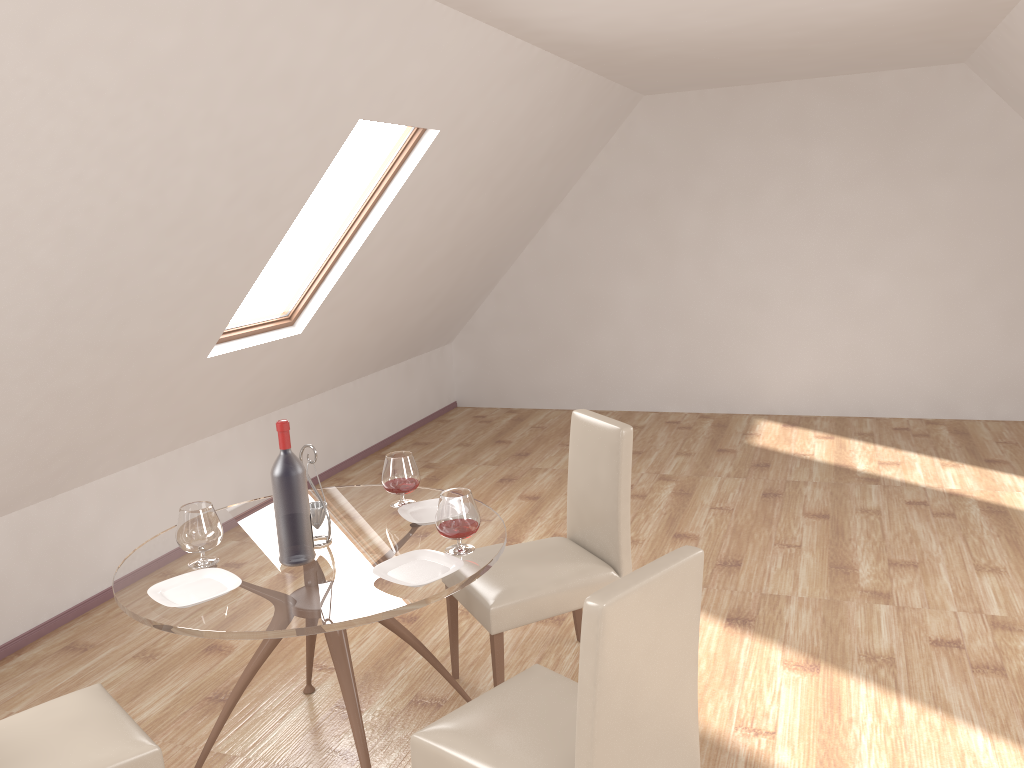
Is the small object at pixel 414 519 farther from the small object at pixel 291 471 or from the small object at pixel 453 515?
the small object at pixel 291 471

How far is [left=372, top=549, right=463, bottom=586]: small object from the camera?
2.5 meters

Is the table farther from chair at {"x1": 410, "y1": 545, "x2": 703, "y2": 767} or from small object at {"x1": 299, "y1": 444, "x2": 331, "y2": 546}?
chair at {"x1": 410, "y1": 545, "x2": 703, "y2": 767}

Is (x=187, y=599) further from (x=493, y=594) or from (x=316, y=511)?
(x=493, y=594)

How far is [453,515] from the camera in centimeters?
260cm

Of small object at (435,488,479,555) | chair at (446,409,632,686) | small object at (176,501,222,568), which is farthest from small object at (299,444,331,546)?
chair at (446,409,632,686)

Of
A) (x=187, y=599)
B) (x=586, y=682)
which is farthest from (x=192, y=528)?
(x=586, y=682)

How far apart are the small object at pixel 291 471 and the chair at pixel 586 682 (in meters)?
0.64

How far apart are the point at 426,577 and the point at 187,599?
0.7m

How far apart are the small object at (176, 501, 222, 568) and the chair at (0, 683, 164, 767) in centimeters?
41cm
